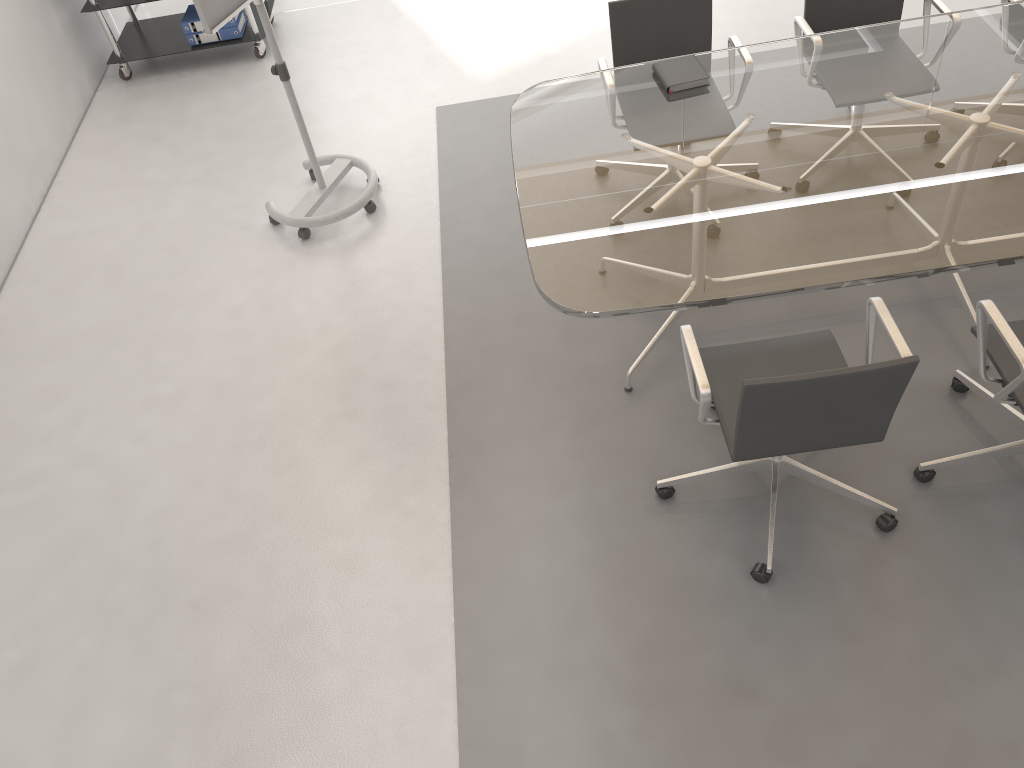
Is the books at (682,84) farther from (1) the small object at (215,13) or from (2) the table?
(1) the small object at (215,13)

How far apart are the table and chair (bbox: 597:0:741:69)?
0.2m

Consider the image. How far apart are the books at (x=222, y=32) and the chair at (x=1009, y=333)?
4.4m

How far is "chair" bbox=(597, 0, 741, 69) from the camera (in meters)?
3.59

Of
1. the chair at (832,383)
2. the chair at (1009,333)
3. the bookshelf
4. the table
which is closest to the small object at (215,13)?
the table

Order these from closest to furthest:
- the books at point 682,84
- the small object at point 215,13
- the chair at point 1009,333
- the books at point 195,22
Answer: the chair at point 1009,333
the books at point 682,84
the small object at point 215,13
the books at point 195,22

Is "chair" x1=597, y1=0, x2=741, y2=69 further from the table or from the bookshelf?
the bookshelf

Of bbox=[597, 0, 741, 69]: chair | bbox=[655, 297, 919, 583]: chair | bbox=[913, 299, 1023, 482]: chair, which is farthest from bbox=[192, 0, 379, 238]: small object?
bbox=[913, 299, 1023, 482]: chair

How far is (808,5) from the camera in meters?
3.7 m

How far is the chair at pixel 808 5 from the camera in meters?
3.7
